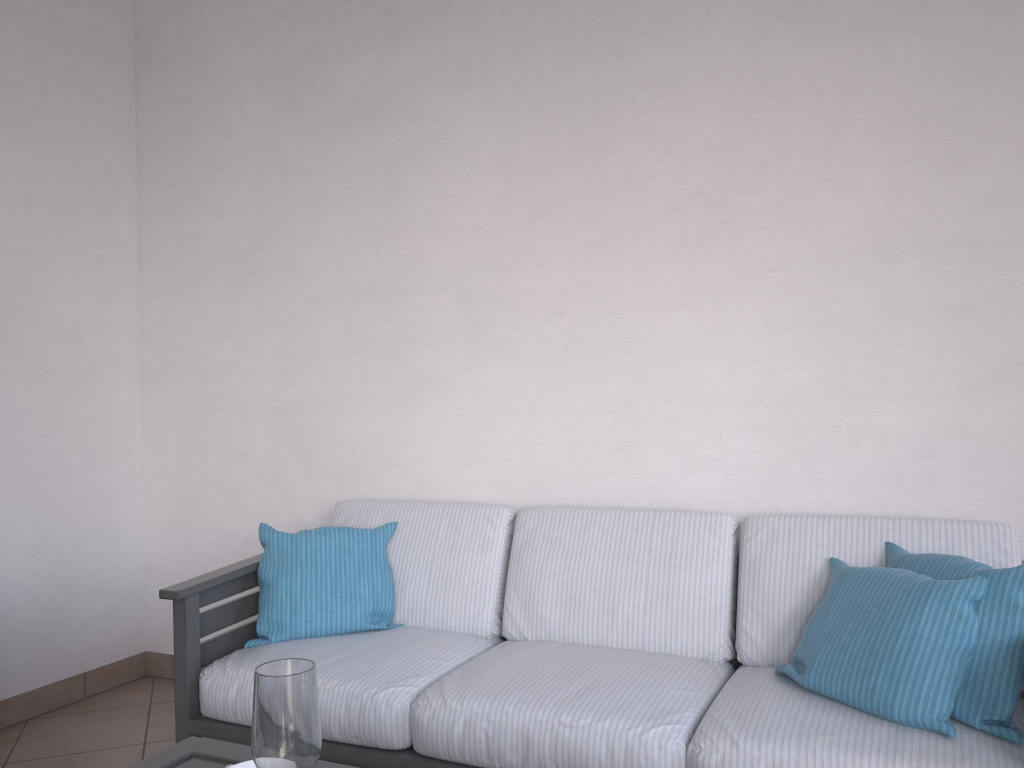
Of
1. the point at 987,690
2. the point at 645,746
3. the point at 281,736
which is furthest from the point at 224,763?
the point at 987,690

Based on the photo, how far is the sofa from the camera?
1.86m

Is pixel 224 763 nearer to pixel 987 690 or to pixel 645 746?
pixel 645 746

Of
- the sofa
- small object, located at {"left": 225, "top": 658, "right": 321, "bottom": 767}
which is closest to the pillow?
the sofa

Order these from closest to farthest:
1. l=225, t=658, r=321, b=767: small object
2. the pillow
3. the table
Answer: l=225, t=658, r=321, b=767: small object → the table → the pillow

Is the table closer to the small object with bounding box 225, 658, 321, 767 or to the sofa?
the small object with bounding box 225, 658, 321, 767

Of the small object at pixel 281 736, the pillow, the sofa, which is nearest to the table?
the small object at pixel 281 736

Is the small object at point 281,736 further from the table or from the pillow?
the pillow

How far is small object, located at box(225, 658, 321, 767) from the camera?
1.1 meters

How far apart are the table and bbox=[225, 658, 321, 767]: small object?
0.2 meters
